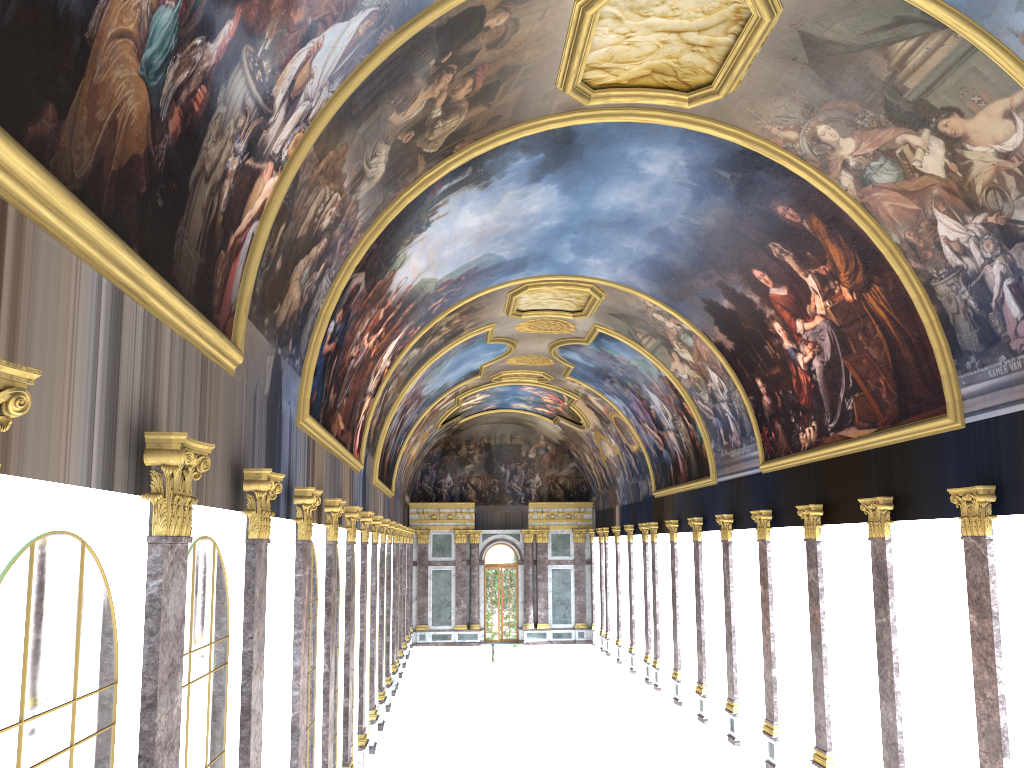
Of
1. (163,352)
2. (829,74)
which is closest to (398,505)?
(829,74)
